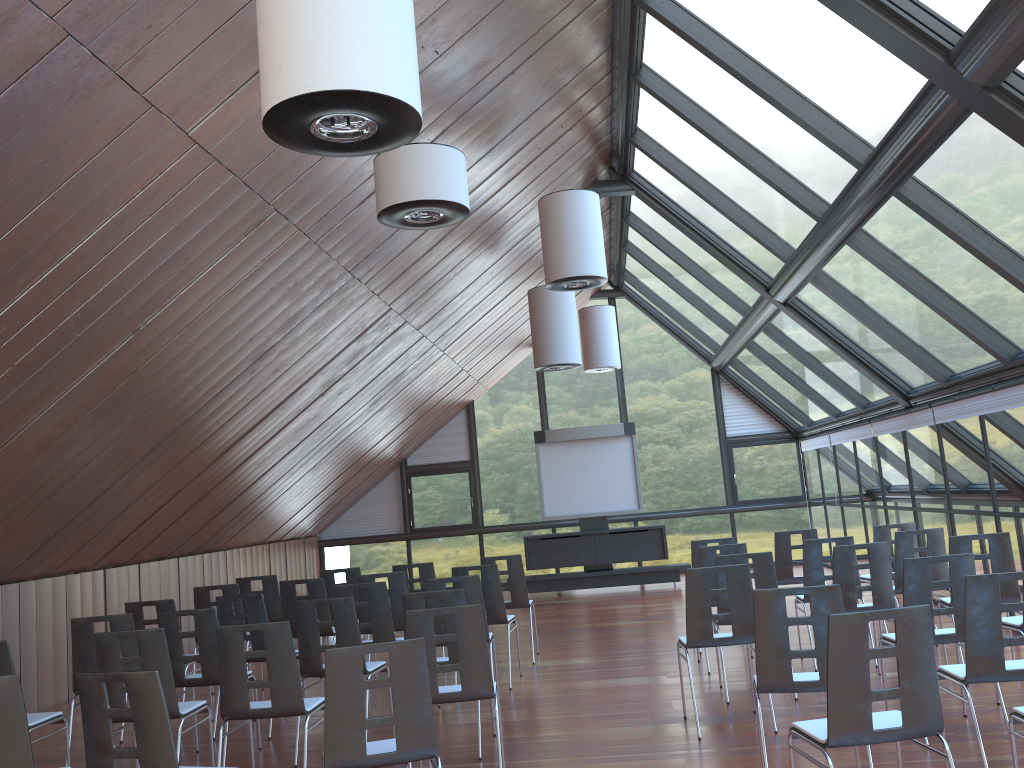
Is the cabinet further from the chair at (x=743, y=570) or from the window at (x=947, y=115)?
the chair at (x=743, y=570)

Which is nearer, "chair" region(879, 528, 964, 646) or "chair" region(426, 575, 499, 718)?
"chair" region(426, 575, 499, 718)

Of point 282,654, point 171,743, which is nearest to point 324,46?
point 171,743

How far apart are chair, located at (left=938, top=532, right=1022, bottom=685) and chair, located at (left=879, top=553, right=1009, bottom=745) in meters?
1.4 m

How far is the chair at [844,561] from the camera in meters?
7.3

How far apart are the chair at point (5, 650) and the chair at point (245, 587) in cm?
397

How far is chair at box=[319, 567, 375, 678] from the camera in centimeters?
1016cm

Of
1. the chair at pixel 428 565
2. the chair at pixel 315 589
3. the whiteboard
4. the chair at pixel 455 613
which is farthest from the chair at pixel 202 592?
the whiteboard

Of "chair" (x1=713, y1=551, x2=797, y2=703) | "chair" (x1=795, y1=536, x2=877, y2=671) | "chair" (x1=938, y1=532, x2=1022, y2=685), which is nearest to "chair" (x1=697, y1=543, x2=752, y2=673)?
"chair" (x1=795, y1=536, x2=877, y2=671)

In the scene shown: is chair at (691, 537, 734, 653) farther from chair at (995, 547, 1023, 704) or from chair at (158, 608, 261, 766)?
chair at (158, 608, 261, 766)
